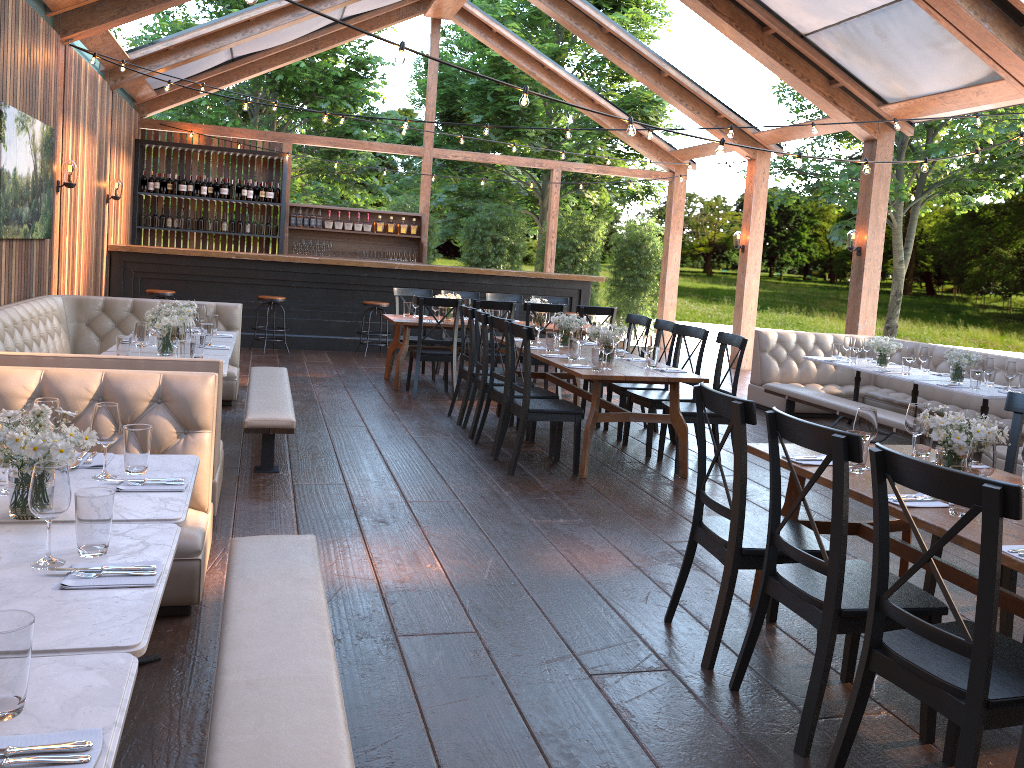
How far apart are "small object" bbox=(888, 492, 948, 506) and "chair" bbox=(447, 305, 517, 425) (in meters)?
4.84

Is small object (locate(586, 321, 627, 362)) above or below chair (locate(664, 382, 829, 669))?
above

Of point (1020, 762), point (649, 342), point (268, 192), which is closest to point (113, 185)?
point (268, 192)

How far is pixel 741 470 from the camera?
3.3 meters

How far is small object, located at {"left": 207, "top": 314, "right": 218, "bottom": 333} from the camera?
7.24m

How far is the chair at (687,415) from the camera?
6.4m

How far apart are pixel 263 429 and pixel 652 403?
3.02m

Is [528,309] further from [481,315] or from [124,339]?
[124,339]

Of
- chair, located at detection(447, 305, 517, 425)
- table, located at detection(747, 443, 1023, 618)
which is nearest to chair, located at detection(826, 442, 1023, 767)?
table, located at detection(747, 443, 1023, 618)

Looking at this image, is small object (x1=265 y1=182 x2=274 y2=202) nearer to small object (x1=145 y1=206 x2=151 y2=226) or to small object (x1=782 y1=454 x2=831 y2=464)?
small object (x1=145 y1=206 x2=151 y2=226)
